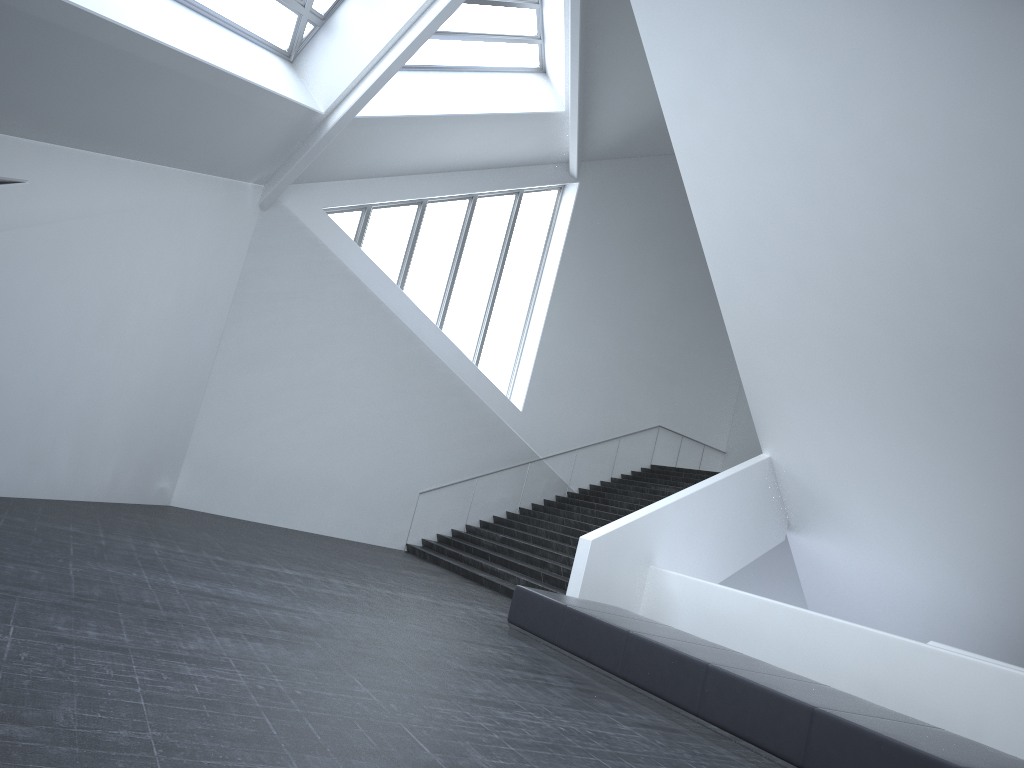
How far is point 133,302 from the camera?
12.84m

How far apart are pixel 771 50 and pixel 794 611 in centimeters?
711cm

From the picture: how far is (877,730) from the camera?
5.9 meters

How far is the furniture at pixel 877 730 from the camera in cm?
593

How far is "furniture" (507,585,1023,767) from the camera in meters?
5.9 m
